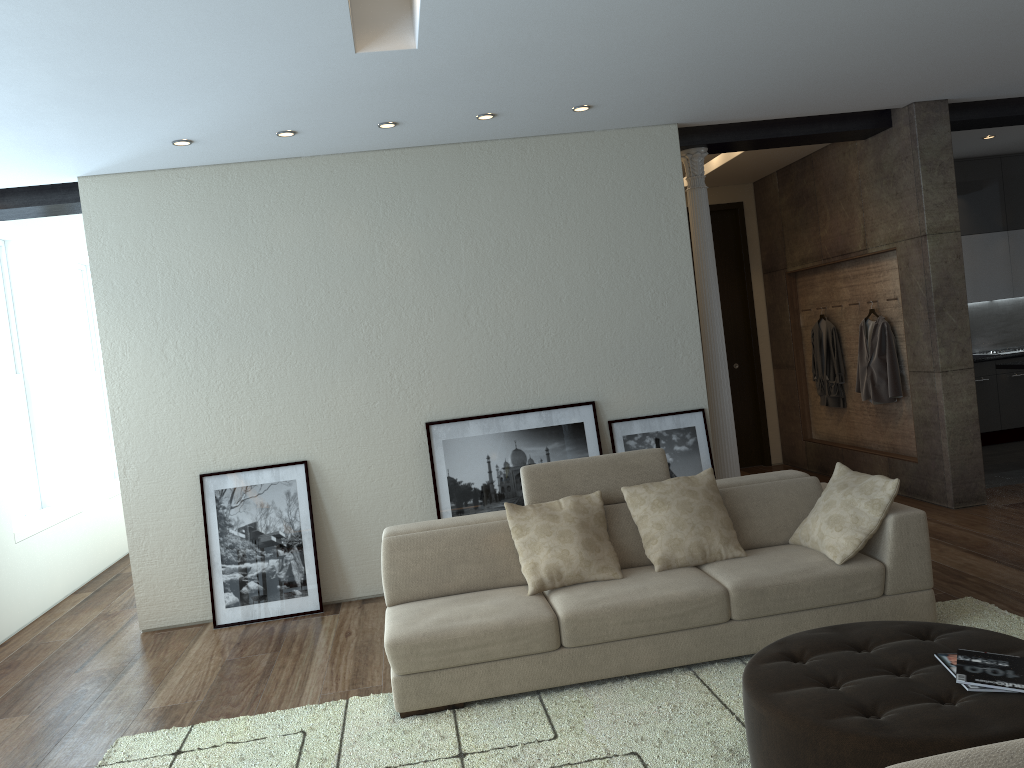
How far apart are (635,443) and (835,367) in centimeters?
289cm

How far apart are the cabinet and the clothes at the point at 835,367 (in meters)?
1.83

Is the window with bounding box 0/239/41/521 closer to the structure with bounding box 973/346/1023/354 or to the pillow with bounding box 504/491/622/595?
the pillow with bounding box 504/491/622/595

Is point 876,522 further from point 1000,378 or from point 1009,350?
point 1009,350

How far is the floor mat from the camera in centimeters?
335cm

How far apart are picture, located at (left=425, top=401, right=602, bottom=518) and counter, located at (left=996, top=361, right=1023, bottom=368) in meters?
3.9

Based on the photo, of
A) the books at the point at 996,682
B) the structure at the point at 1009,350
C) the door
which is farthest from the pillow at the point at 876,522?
the structure at the point at 1009,350

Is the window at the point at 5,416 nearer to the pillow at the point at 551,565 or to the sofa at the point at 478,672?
the sofa at the point at 478,672

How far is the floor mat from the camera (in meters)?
3.35

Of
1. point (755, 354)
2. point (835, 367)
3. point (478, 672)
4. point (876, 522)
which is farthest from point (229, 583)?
point (755, 354)
